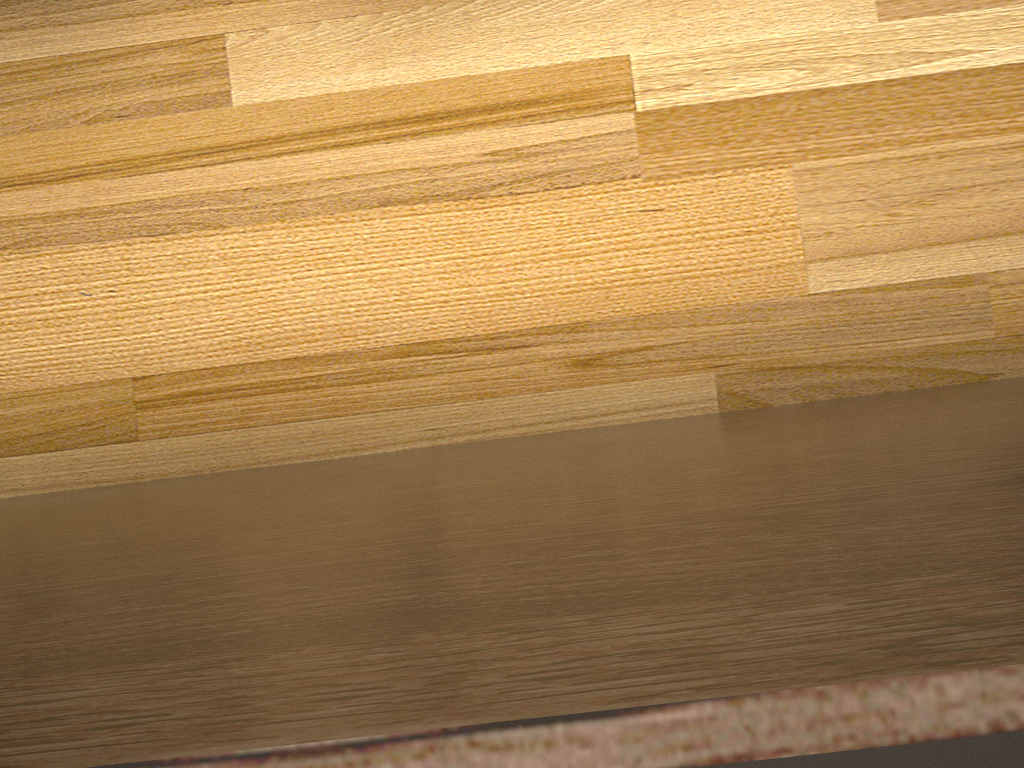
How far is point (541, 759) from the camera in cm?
27

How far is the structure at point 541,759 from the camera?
0.3 meters

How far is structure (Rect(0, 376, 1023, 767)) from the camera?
0.27m
